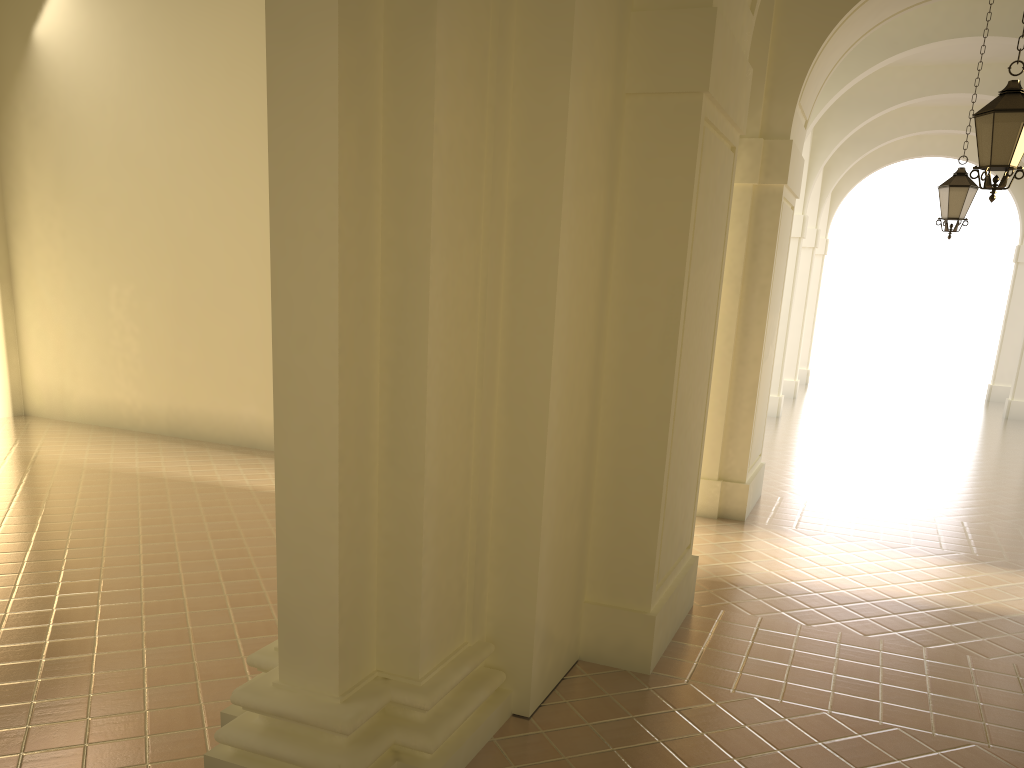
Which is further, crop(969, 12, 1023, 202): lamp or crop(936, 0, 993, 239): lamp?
crop(936, 0, 993, 239): lamp

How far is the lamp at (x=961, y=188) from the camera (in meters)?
11.61

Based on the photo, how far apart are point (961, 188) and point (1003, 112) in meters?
5.1 m

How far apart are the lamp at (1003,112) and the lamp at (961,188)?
4.76m

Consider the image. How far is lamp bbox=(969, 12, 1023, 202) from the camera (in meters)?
6.99

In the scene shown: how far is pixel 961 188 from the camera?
11.61m

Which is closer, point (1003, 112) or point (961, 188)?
point (1003, 112)

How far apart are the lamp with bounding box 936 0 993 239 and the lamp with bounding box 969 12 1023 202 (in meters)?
4.76
